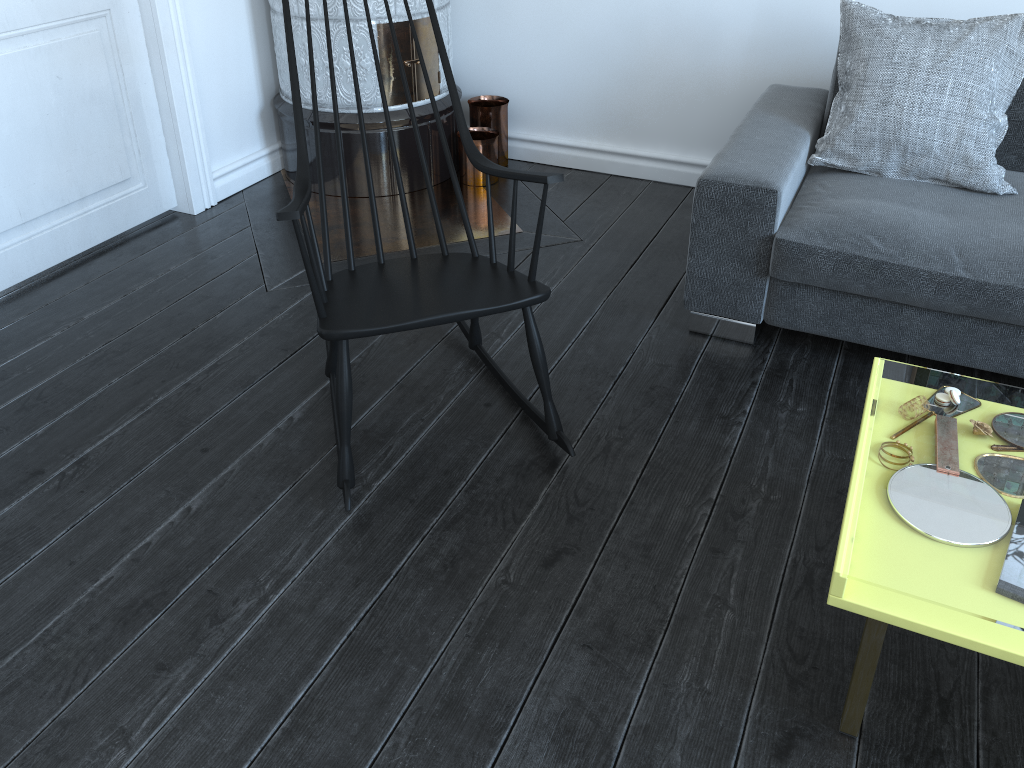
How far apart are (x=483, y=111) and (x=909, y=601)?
2.7 meters

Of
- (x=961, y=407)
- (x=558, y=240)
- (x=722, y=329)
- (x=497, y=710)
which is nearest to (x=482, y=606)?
(x=497, y=710)

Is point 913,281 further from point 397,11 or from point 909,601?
point 397,11

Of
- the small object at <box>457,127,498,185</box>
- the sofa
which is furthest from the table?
the small object at <box>457,127,498,185</box>

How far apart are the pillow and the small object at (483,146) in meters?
1.3

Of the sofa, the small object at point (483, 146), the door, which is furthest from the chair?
the small object at point (483, 146)

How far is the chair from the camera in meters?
1.8

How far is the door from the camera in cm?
263

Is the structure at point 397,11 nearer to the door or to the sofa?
the door

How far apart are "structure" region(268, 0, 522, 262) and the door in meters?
0.3
